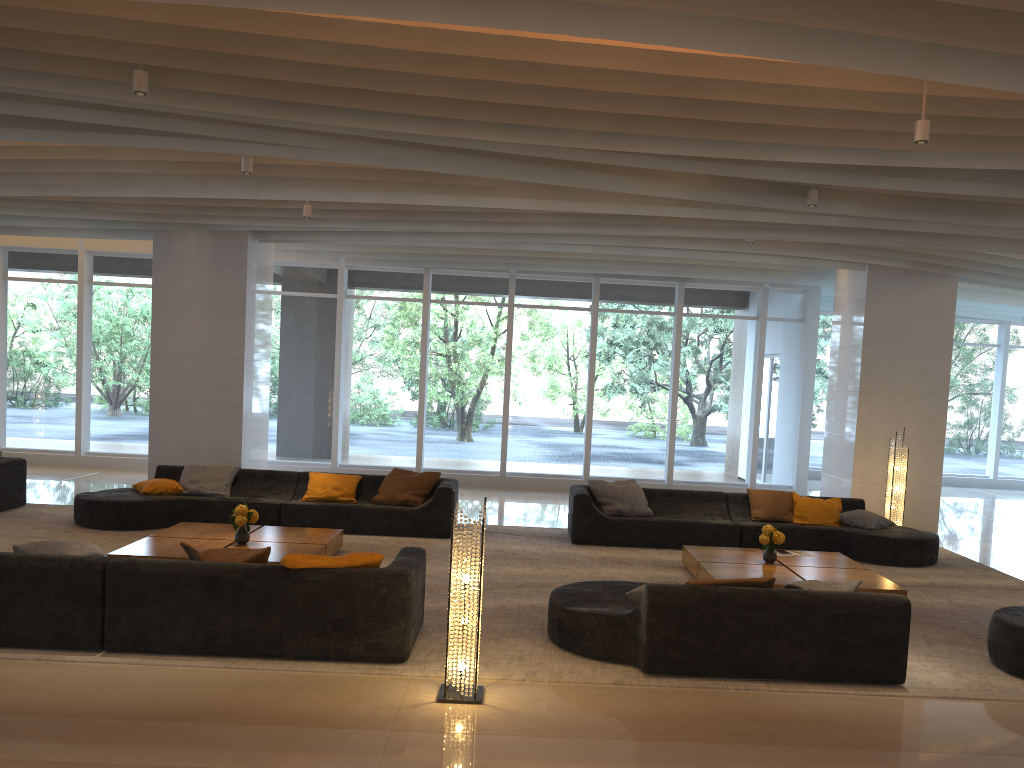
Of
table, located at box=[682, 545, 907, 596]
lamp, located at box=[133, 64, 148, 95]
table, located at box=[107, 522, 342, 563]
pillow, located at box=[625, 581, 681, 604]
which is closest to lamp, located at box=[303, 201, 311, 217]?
table, located at box=[107, 522, 342, 563]

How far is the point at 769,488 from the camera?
14.7m

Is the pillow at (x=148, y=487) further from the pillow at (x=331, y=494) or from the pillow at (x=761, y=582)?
the pillow at (x=761, y=582)

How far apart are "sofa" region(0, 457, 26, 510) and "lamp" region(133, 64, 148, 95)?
6.2m

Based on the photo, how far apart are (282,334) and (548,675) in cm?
1051

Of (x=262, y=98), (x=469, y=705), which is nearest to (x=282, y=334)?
(x=262, y=98)

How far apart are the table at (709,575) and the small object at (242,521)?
4.03m

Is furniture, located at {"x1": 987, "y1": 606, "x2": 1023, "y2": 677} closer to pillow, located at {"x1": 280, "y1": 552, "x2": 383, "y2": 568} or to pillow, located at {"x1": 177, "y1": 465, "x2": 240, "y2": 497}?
pillow, located at {"x1": 280, "y1": 552, "x2": 383, "y2": 568}

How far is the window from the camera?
14.47m

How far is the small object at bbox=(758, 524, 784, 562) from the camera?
8.2m
